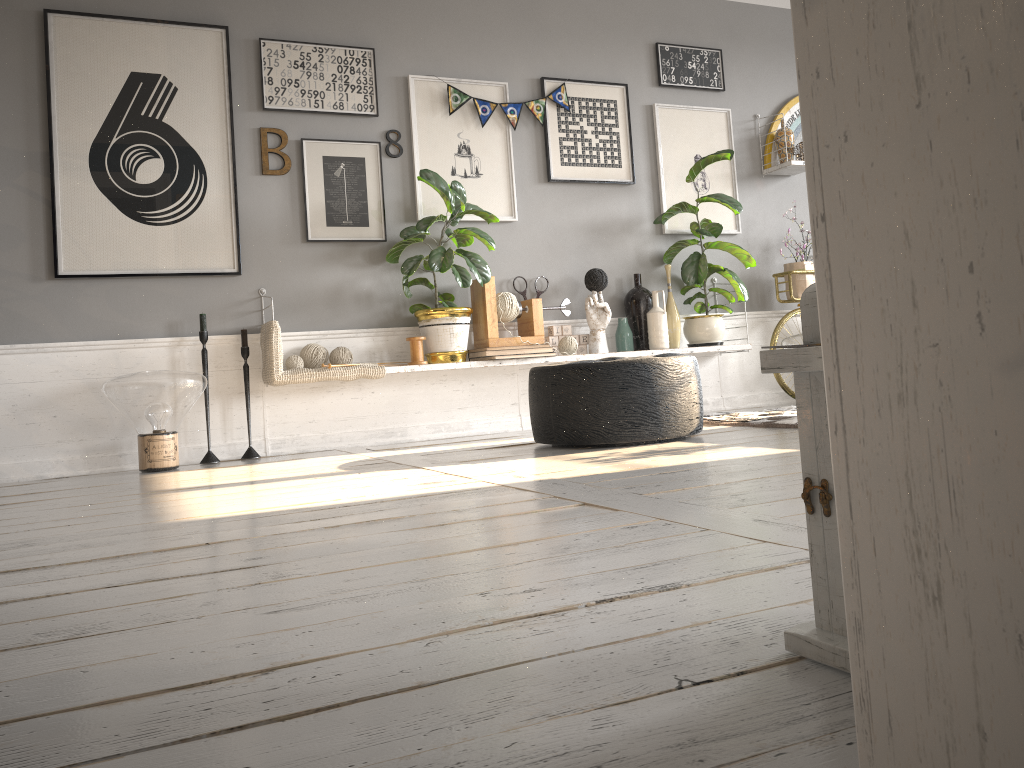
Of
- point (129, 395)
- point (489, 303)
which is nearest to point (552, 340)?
point (489, 303)

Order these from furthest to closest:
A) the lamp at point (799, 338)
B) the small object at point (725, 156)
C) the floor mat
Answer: the lamp at point (799, 338) < the small object at point (725, 156) < the floor mat

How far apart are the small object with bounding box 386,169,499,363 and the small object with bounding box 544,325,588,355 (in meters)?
0.57

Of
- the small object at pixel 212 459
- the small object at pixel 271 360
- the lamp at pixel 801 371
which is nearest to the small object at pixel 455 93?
the small object at pixel 271 360

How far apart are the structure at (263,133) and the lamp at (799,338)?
3.0m

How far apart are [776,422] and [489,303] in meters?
1.6 m

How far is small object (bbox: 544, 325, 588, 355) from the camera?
4.9m

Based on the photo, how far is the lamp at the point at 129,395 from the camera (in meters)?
3.70

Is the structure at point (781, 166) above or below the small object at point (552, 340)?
above

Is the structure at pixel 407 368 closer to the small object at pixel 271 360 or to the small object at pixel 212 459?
the small object at pixel 271 360
